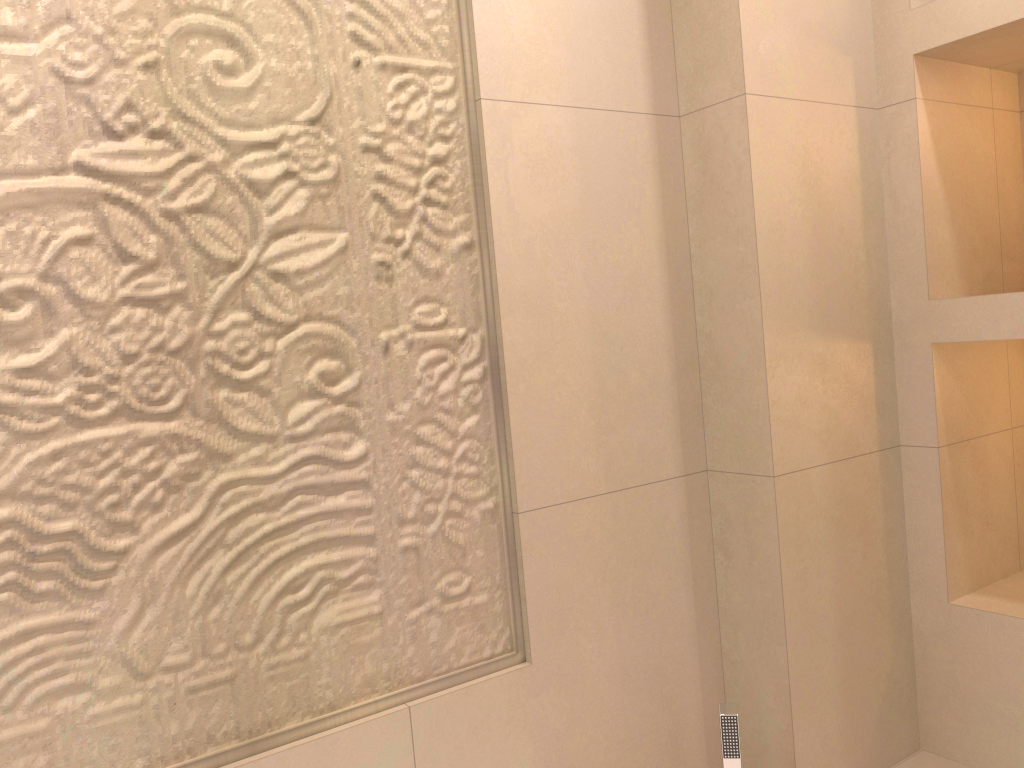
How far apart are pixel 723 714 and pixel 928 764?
0.6m

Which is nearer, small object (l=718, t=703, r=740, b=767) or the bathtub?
small object (l=718, t=703, r=740, b=767)

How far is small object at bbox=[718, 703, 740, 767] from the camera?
1.35m

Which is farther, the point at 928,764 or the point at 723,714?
the point at 928,764

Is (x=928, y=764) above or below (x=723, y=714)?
below

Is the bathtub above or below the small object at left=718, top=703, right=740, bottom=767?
below

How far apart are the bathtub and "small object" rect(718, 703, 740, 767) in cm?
51

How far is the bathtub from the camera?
1.7m

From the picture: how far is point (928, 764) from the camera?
1.7m
